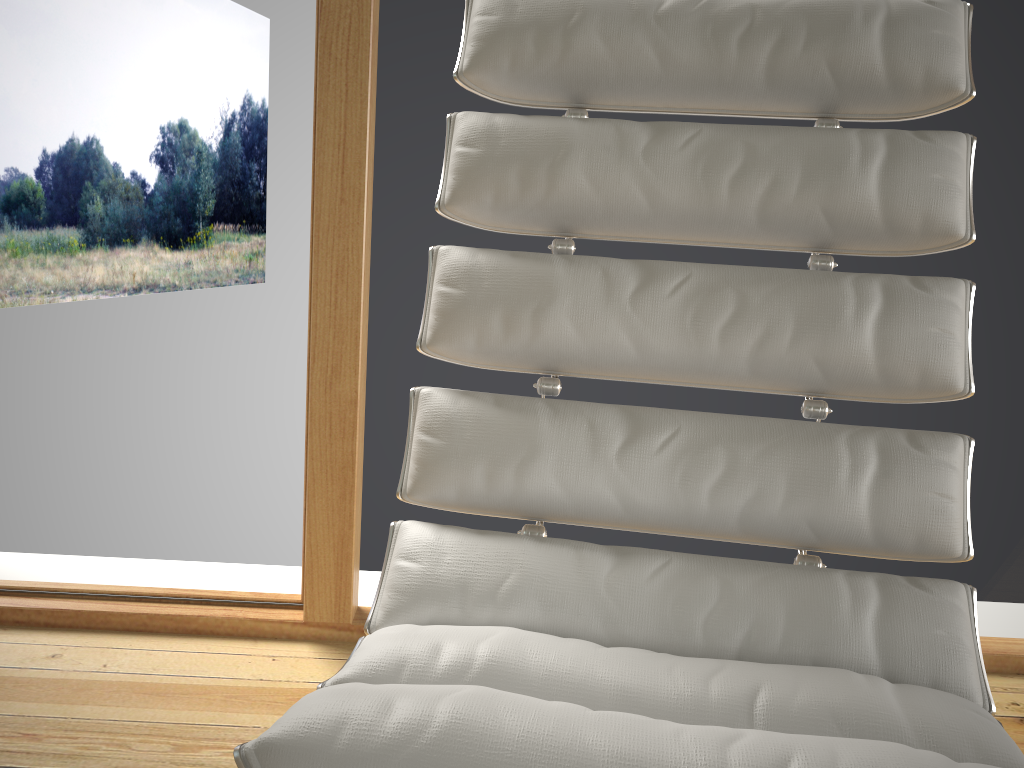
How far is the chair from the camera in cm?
68

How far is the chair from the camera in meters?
→ 0.7 m

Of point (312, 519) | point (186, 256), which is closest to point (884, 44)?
point (312, 519)

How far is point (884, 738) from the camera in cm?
68
